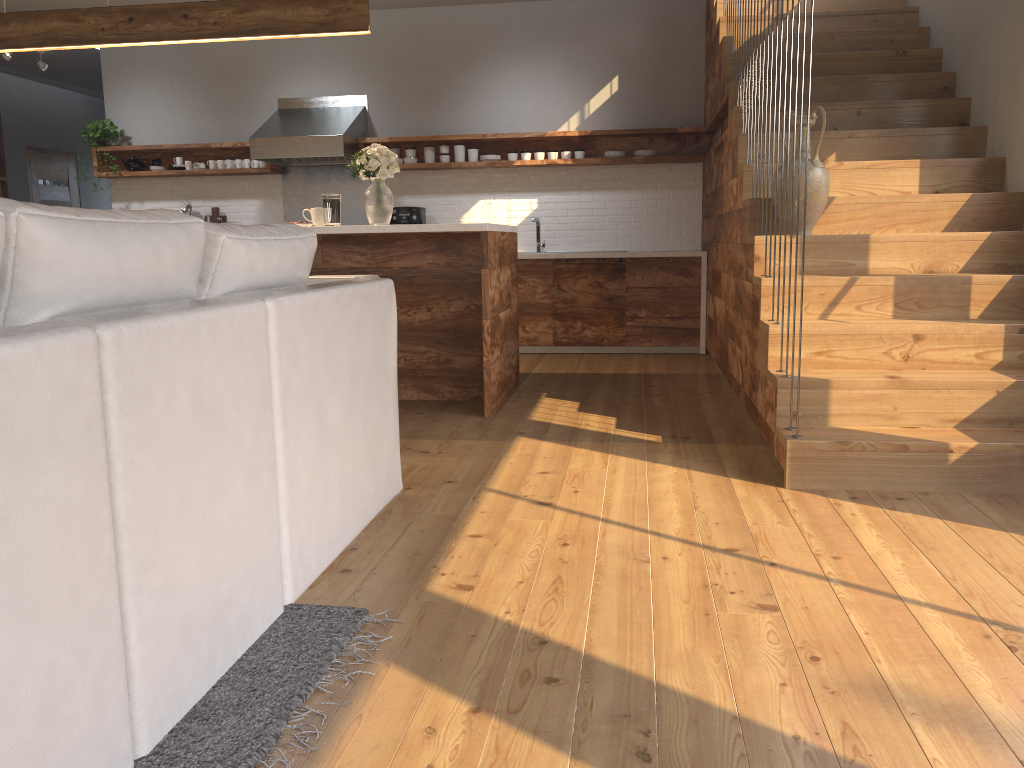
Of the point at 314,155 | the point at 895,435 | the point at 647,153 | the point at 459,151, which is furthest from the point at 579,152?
the point at 895,435

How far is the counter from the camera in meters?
6.7 m

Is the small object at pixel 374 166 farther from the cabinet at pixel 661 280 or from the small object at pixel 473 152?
the small object at pixel 473 152

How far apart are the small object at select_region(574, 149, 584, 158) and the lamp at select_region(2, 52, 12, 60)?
5.2m

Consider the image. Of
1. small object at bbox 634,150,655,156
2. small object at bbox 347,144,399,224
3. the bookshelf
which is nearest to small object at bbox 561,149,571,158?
small object at bbox 634,150,655,156

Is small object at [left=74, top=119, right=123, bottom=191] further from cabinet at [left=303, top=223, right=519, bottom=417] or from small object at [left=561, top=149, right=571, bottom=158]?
small object at [left=561, top=149, right=571, bottom=158]

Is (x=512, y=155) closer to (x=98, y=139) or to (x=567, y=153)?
(x=567, y=153)

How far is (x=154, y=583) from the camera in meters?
1.5

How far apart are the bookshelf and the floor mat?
9.0 meters

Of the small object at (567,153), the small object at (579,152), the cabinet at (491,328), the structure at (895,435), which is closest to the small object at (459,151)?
the structure at (895,435)
